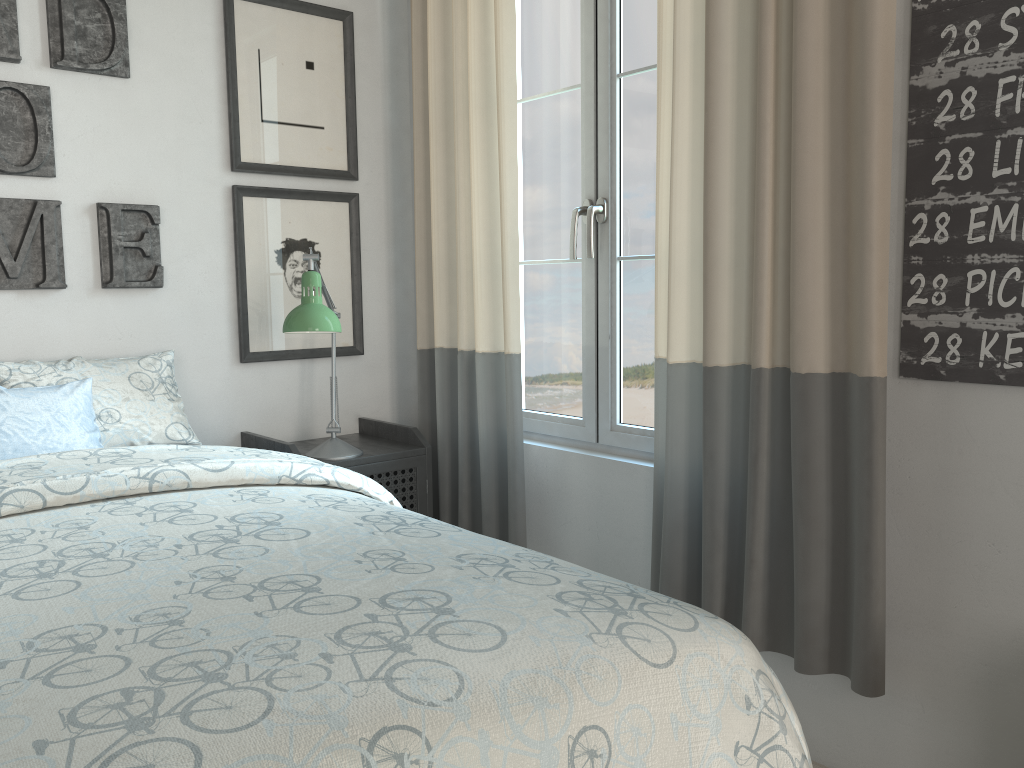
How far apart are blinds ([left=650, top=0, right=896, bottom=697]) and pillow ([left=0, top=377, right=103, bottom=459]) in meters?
1.3

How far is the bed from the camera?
0.8m

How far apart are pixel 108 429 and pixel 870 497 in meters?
1.7

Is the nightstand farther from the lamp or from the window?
the window

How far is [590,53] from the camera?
2.39m

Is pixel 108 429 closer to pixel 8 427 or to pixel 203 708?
pixel 8 427

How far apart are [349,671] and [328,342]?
2.1 meters

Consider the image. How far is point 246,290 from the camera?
2.62m

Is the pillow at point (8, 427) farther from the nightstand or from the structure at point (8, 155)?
the nightstand

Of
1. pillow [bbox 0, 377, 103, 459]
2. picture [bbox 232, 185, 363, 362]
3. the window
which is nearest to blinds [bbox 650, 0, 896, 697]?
the window
